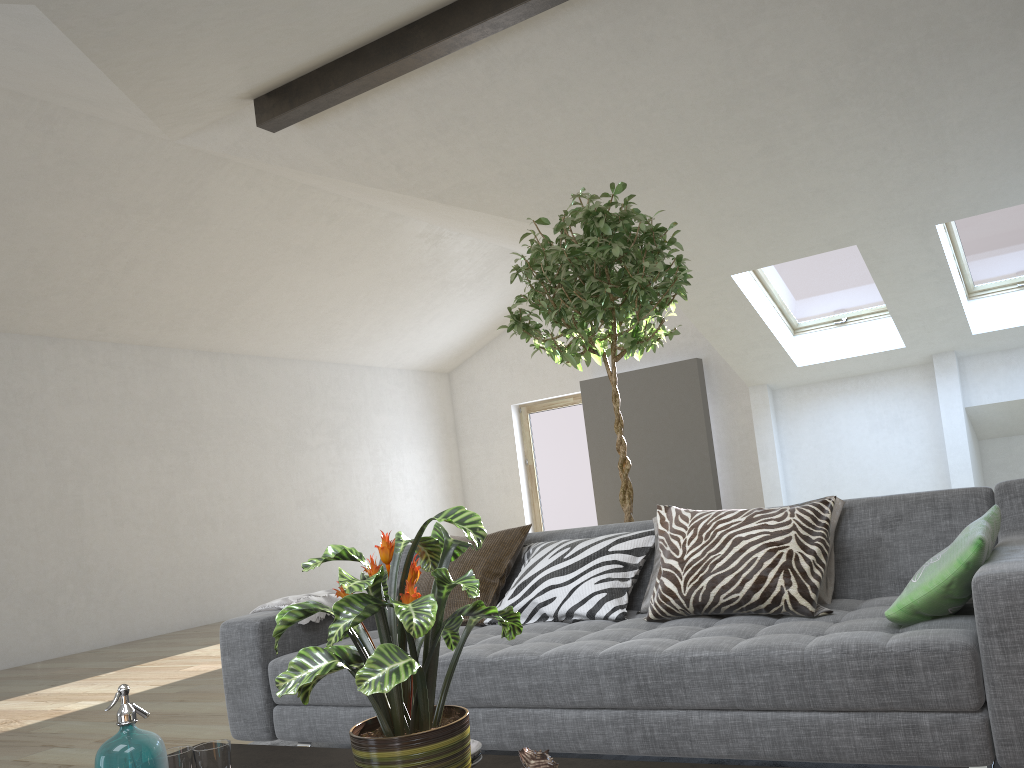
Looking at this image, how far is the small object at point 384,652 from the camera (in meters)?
1.32

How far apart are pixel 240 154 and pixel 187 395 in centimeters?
328cm

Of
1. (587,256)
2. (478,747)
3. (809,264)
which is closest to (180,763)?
(478,747)

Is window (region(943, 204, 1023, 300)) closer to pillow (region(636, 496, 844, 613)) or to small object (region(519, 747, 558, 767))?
pillow (region(636, 496, 844, 613))

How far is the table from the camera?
1.6m

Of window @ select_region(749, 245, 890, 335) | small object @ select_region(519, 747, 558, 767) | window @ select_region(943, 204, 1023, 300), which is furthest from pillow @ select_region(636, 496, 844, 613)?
window @ select_region(749, 245, 890, 335)

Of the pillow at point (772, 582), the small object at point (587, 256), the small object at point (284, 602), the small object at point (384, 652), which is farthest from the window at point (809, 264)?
the small object at point (384, 652)

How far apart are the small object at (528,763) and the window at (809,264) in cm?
708

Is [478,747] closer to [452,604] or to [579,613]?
[579,613]

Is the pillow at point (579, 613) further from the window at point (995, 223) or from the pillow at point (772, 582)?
the window at point (995, 223)
